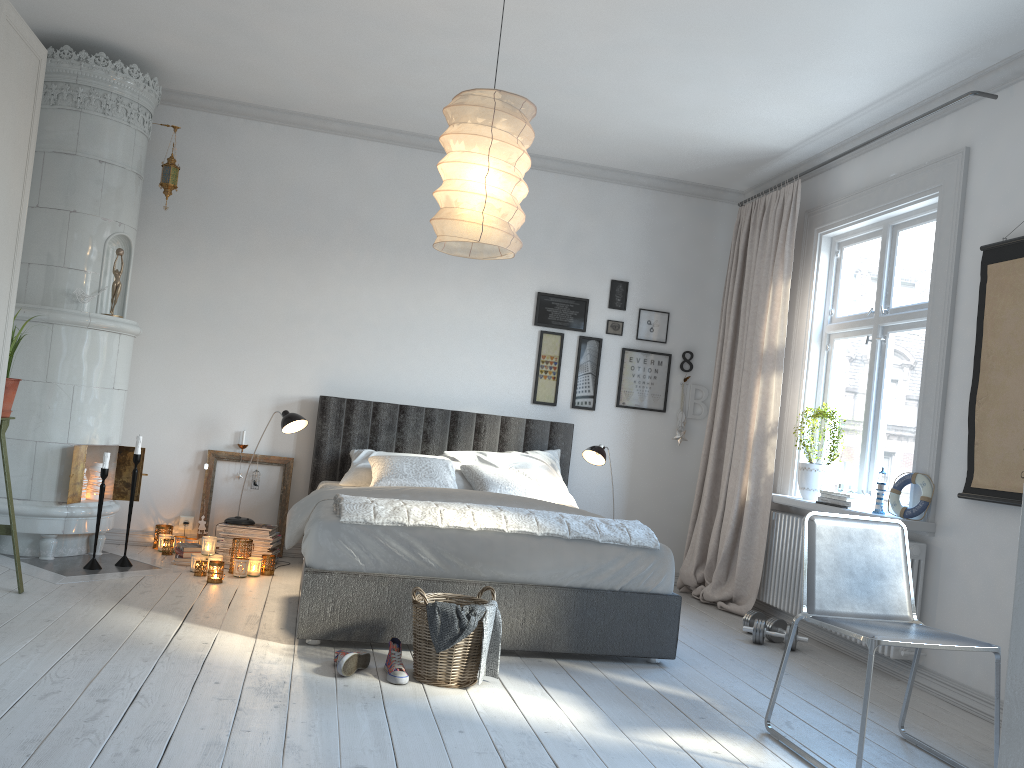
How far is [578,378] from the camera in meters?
6.1 m

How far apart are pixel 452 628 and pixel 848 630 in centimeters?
134cm

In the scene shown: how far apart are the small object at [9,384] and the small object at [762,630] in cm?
373

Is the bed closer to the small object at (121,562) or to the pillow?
the pillow

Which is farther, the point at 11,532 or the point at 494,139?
the point at 11,532

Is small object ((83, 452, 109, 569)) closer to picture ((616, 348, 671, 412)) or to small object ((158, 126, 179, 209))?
small object ((158, 126, 179, 209))

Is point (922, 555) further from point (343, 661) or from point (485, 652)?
point (343, 661)

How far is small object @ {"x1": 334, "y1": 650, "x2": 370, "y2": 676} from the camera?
3.2m

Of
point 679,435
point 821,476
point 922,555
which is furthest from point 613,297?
point 922,555

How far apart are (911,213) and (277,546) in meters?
4.2 m
